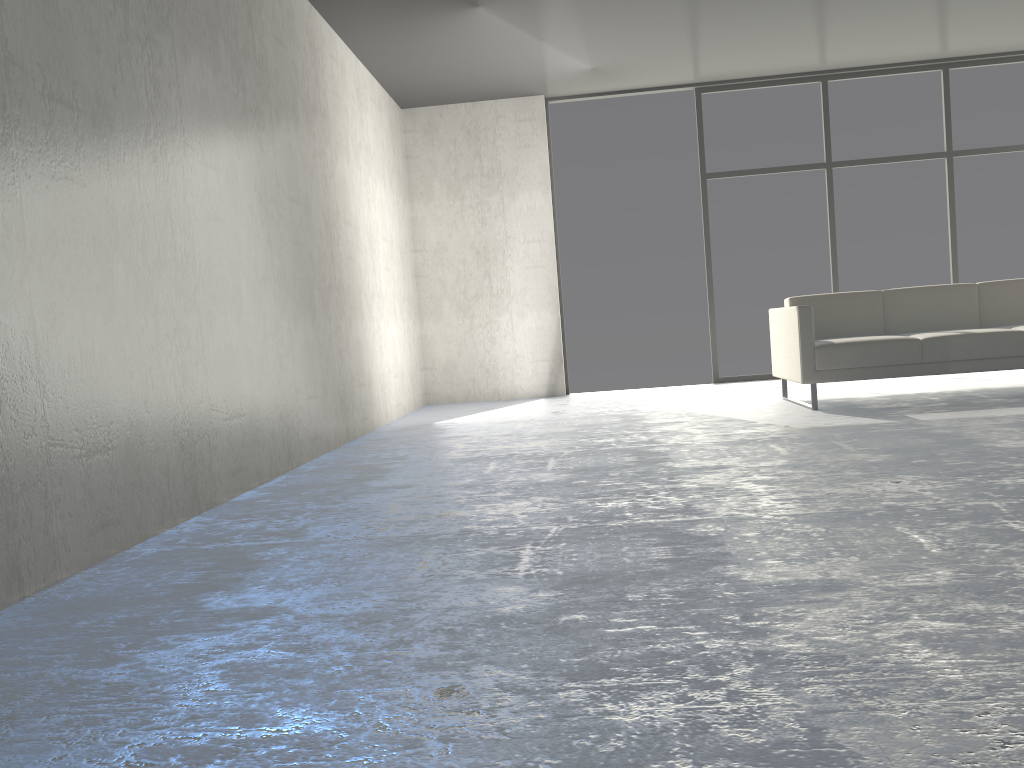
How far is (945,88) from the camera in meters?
7.2

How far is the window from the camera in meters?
7.2 m

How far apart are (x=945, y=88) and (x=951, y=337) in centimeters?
336cm

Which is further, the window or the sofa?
the window

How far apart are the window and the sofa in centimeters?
177cm

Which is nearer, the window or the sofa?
the sofa

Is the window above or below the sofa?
above

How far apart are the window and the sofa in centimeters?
177cm

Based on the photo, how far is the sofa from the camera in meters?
4.9

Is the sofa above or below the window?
below
